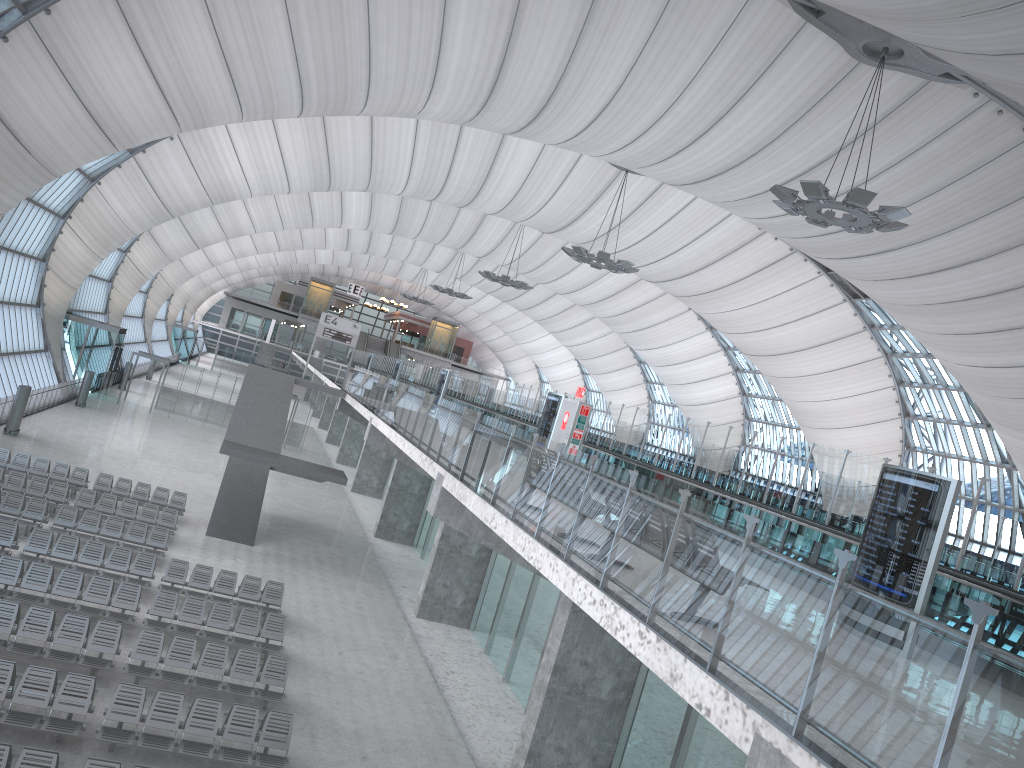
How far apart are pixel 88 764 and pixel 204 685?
4.3 meters

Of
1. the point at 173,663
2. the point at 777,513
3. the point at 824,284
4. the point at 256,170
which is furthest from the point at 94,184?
the point at 777,513

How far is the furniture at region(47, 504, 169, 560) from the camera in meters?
21.2

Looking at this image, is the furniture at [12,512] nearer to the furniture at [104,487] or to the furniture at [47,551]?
the furniture at [47,551]

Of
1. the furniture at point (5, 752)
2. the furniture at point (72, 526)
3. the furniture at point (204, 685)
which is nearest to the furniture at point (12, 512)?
the furniture at point (72, 526)

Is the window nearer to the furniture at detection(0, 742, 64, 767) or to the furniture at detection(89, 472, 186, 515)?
the furniture at detection(89, 472, 186, 515)

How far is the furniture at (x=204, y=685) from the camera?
14.6m

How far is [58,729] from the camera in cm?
1182

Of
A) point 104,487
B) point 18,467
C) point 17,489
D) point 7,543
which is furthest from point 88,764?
point 18,467

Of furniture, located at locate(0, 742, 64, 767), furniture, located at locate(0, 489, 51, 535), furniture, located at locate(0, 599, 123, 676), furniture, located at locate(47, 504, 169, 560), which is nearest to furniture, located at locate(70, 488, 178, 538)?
furniture, located at locate(47, 504, 169, 560)
